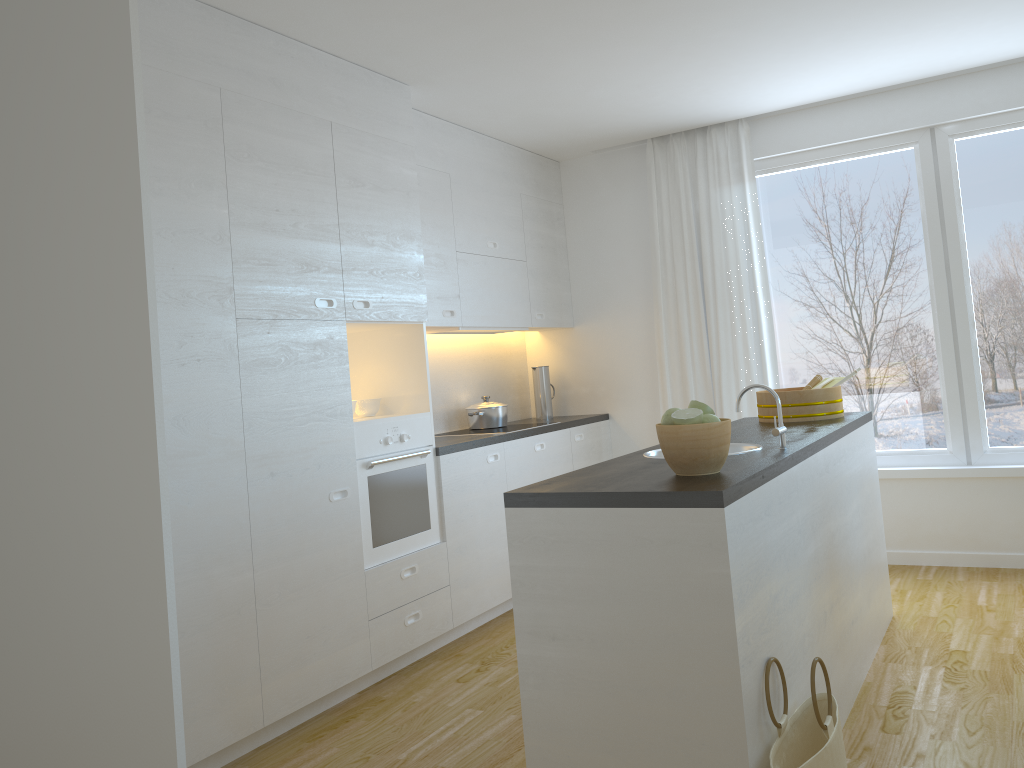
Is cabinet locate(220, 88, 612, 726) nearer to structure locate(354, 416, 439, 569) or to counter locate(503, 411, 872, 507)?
structure locate(354, 416, 439, 569)

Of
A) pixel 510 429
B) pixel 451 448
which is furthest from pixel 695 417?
pixel 510 429

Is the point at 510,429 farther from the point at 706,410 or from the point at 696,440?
the point at 696,440

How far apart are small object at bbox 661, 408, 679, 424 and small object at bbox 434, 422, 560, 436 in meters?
2.6

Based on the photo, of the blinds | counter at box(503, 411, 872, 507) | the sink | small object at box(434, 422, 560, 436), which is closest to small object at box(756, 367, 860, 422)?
counter at box(503, 411, 872, 507)

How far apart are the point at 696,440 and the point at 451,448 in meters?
2.1 m

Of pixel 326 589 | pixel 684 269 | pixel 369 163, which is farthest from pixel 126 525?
pixel 684 269

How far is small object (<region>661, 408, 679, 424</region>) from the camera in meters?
2.5 m

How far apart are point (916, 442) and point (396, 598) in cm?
316

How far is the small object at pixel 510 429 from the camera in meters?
5.1 m
